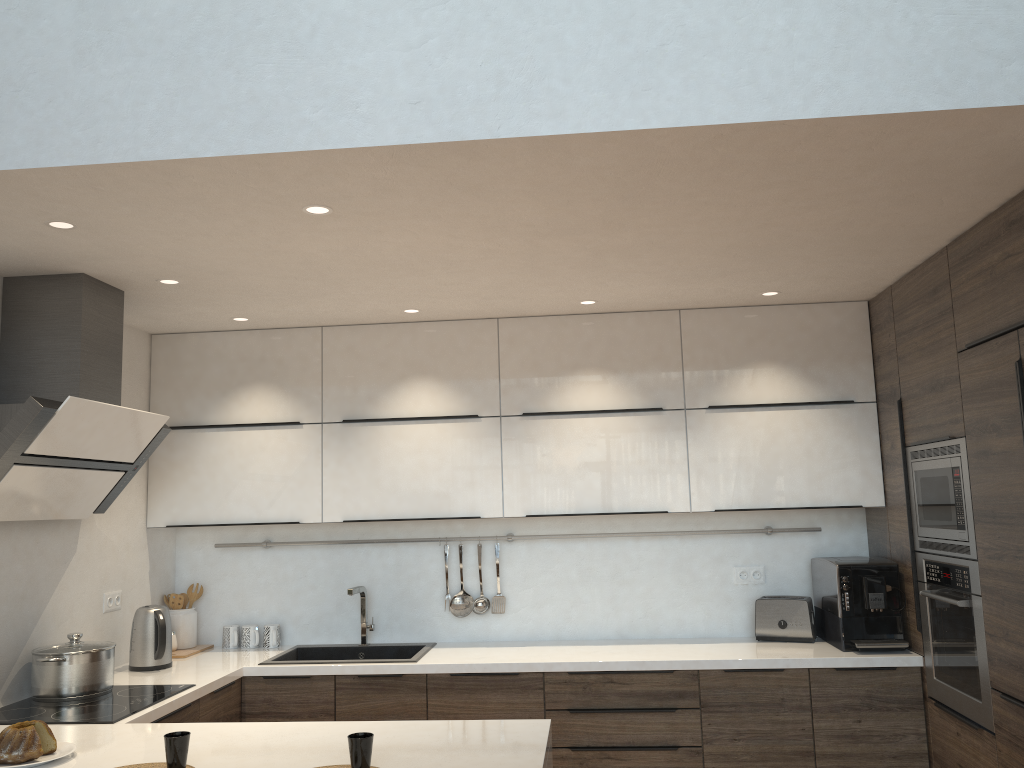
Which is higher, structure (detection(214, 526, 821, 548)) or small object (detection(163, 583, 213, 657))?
structure (detection(214, 526, 821, 548))

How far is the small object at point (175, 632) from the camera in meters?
4.3 m

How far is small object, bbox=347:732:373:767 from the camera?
2.21m

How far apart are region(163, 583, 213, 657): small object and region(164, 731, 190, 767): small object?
2.0m

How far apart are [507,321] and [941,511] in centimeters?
219cm

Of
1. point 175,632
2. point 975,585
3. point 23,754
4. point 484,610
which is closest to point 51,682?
point 23,754

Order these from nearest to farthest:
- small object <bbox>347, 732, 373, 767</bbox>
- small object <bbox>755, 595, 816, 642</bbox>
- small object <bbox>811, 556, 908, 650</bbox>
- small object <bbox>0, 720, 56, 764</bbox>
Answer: small object <bbox>347, 732, 373, 767</bbox>
small object <bbox>0, 720, 56, 764</bbox>
small object <bbox>811, 556, 908, 650</bbox>
small object <bbox>755, 595, 816, 642</bbox>

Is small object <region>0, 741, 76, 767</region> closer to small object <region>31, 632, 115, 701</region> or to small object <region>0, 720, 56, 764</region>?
small object <region>0, 720, 56, 764</region>

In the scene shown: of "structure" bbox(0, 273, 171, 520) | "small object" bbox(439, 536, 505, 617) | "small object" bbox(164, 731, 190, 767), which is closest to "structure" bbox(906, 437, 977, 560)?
"small object" bbox(439, 536, 505, 617)

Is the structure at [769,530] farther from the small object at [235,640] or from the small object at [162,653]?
the small object at [162,653]
